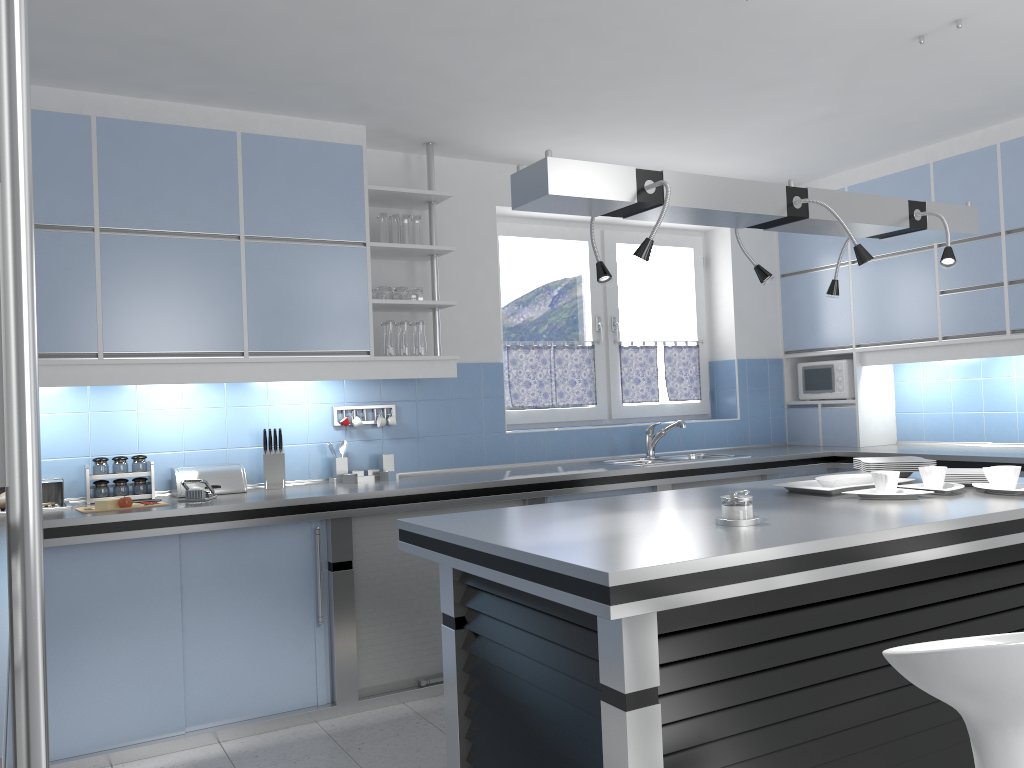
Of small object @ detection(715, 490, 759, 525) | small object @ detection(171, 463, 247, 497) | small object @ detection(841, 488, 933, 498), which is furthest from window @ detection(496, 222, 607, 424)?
small object @ detection(715, 490, 759, 525)

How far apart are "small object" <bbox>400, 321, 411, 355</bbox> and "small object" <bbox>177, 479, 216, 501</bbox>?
1.18m

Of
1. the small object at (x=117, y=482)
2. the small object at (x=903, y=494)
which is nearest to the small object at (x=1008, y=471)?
the small object at (x=903, y=494)

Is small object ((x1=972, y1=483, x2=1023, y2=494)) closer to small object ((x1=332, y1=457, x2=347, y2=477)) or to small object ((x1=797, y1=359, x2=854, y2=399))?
small object ((x1=797, y1=359, x2=854, y2=399))

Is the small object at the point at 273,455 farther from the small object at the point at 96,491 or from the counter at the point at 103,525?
the small object at the point at 96,491

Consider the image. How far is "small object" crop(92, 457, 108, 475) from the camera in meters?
3.9

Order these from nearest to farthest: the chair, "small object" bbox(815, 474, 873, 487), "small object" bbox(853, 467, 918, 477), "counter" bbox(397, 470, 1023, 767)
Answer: the chair
"counter" bbox(397, 470, 1023, 767)
"small object" bbox(815, 474, 873, 487)
"small object" bbox(853, 467, 918, 477)

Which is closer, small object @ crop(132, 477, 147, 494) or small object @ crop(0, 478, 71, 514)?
small object @ crop(0, 478, 71, 514)

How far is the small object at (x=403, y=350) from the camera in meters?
→ 4.5 m

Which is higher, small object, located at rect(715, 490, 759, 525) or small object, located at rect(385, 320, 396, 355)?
small object, located at rect(385, 320, 396, 355)
